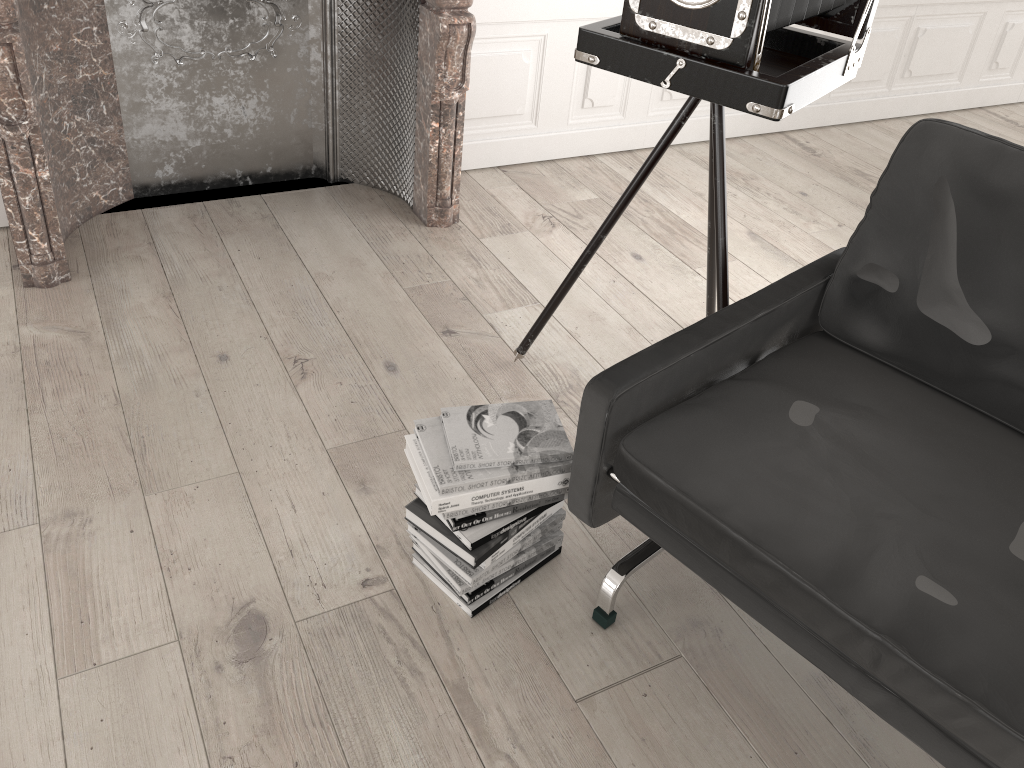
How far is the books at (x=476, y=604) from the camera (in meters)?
1.89

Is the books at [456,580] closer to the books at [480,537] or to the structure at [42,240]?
the books at [480,537]

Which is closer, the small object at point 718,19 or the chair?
the chair

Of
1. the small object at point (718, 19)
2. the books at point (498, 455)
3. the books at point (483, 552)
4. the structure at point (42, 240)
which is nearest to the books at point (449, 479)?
the books at point (498, 455)

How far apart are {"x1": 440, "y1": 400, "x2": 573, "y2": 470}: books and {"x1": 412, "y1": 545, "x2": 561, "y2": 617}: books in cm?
33

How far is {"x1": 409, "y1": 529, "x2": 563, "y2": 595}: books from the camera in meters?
1.9

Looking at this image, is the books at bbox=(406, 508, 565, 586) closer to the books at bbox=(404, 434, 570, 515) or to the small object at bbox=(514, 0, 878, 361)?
the books at bbox=(404, 434, 570, 515)

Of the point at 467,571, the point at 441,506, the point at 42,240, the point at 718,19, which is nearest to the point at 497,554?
the point at 467,571

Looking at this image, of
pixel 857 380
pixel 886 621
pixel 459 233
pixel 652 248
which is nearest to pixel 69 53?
pixel 459 233

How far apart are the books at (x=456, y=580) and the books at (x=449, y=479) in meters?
0.2
